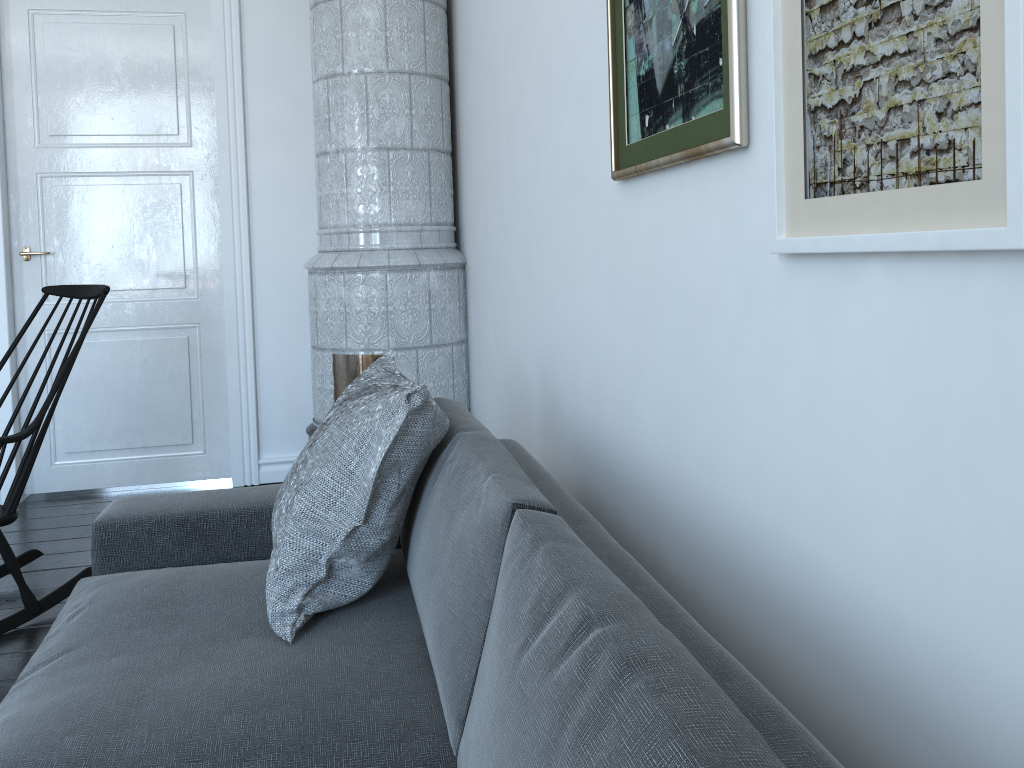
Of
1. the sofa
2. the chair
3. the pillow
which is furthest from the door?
the pillow

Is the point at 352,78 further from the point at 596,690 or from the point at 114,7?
the point at 596,690

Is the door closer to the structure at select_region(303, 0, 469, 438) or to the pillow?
the structure at select_region(303, 0, 469, 438)

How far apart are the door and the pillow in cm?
222

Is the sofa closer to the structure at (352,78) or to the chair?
the chair

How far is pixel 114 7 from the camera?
3.9 meters

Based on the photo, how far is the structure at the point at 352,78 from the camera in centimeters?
352cm

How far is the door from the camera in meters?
3.9 m

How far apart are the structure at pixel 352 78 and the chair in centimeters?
91cm

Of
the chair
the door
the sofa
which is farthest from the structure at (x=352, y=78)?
the sofa
